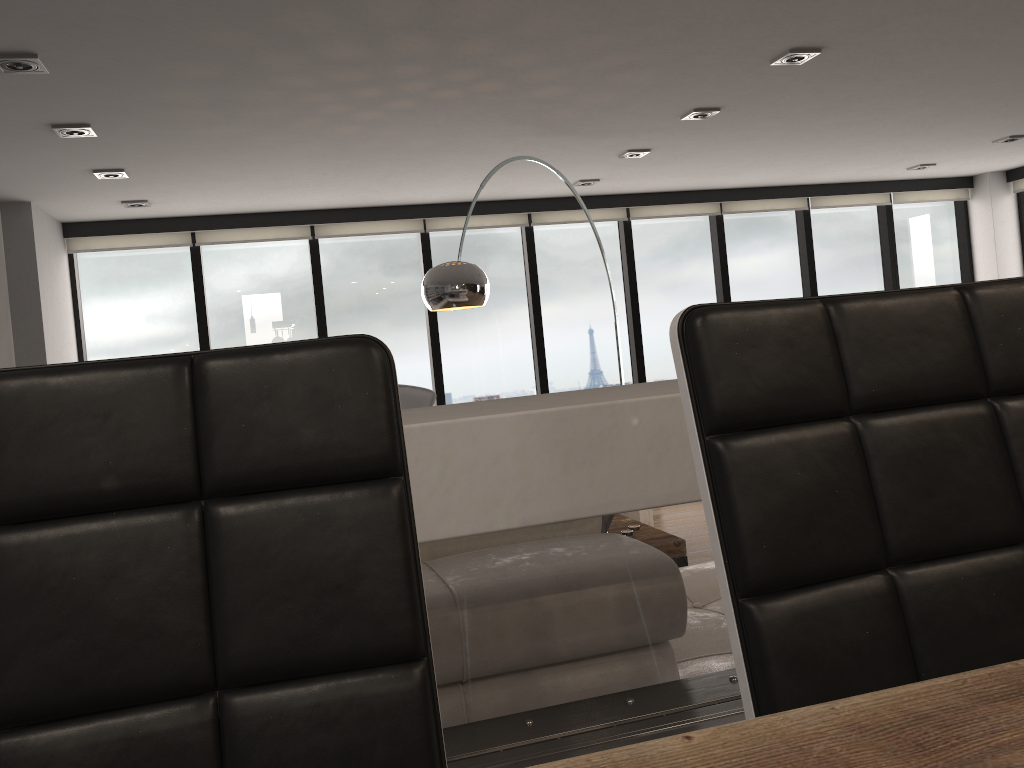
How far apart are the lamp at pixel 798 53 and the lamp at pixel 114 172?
3.4m

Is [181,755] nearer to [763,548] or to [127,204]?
[763,548]

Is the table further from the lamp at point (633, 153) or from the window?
the window

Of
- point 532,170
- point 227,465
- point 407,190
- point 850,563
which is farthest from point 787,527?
point 407,190

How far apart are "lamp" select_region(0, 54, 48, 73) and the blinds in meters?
3.2 m

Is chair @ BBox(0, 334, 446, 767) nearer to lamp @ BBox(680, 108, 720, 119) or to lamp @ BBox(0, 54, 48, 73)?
lamp @ BBox(0, 54, 48, 73)

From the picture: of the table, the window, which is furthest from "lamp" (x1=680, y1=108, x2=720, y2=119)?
the table

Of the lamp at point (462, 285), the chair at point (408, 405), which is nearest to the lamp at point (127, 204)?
the chair at point (408, 405)

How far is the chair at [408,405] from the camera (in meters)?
6.20

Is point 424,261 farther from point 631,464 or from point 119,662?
point 119,662
